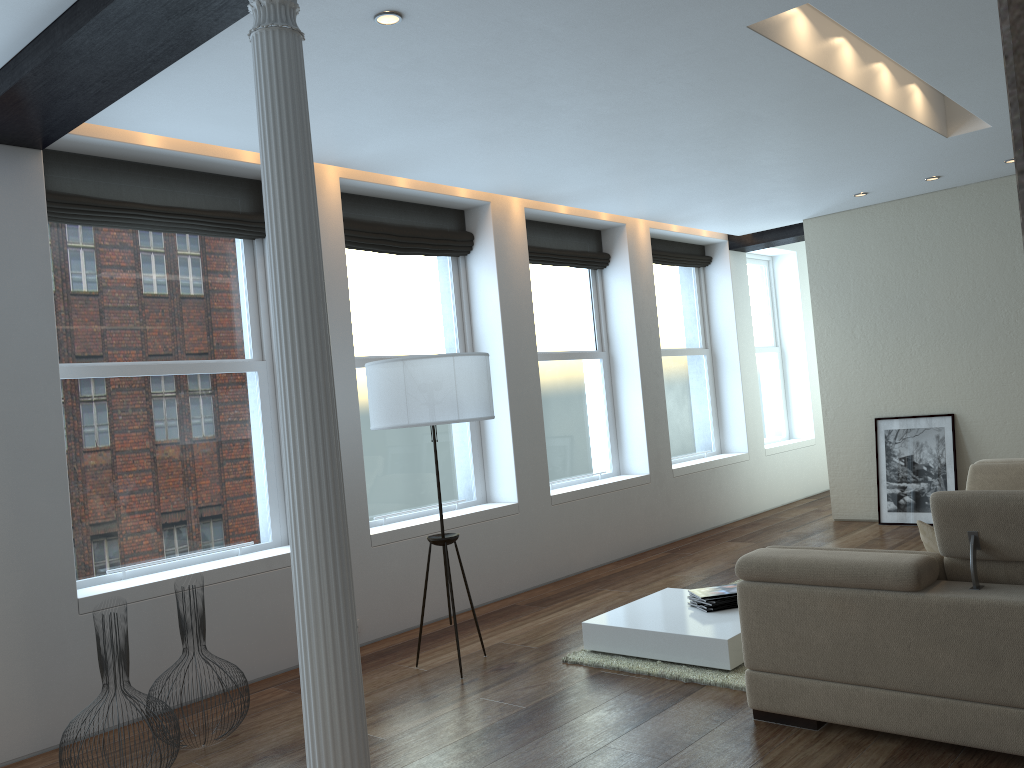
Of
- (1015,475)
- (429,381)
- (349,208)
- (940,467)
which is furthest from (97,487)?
(940,467)

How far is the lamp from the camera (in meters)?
4.64

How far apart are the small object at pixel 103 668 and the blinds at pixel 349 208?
3.22m

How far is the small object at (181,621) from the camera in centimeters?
411cm

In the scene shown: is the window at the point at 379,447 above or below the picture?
above

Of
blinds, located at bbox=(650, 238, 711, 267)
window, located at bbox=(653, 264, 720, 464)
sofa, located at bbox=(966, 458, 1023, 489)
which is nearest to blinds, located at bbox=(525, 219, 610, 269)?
blinds, located at bbox=(650, 238, 711, 267)

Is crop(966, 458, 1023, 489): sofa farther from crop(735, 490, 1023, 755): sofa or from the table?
crop(735, 490, 1023, 755): sofa

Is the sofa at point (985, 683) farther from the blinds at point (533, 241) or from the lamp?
the blinds at point (533, 241)

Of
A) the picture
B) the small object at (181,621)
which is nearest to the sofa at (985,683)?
the small object at (181,621)

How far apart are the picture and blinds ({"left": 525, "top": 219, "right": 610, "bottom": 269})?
3.0m
